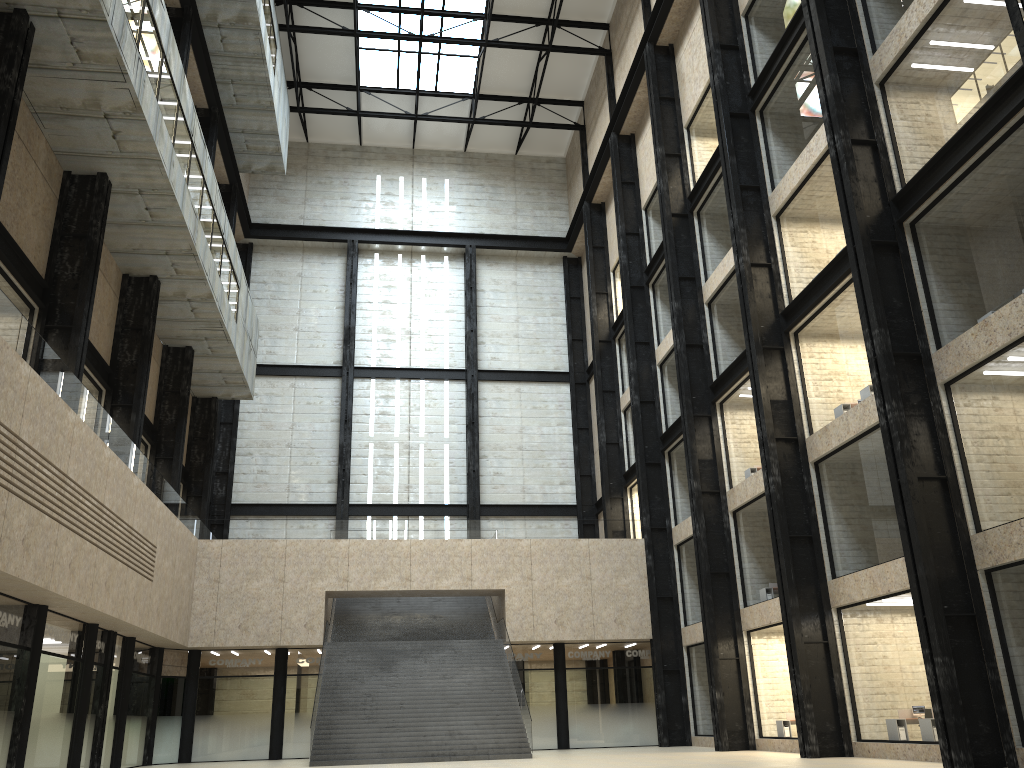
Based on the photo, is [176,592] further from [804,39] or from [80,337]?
[804,39]
